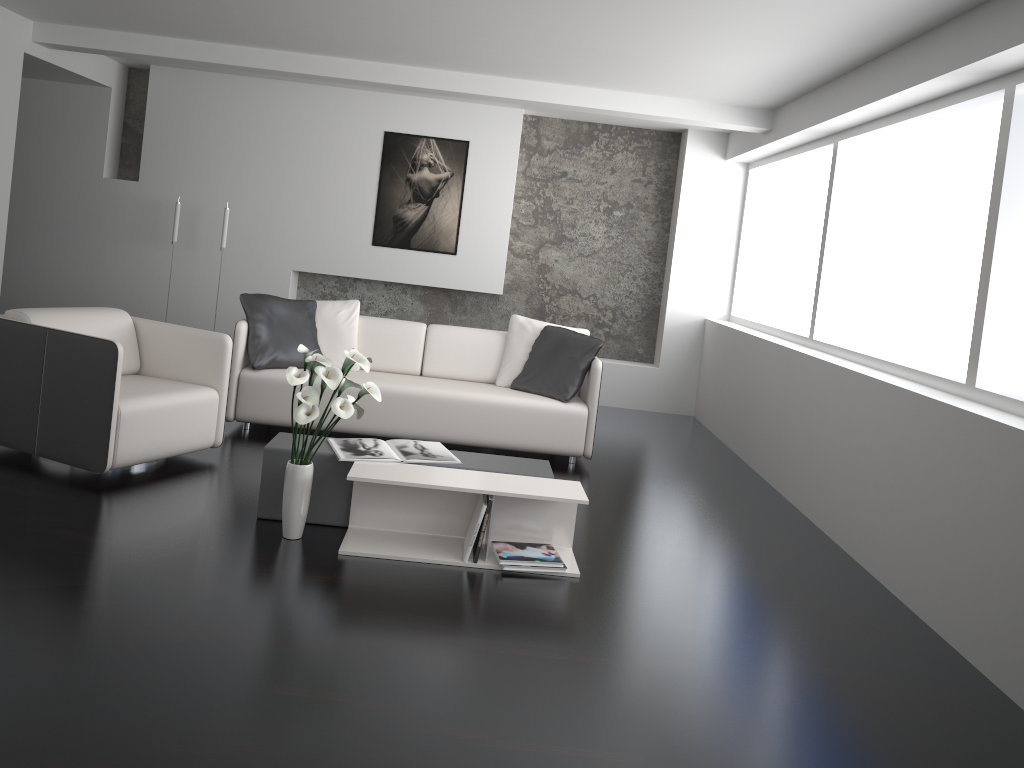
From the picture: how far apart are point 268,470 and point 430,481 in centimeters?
77cm

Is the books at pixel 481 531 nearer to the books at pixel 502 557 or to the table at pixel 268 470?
the books at pixel 502 557

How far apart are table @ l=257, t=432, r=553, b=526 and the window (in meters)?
1.82

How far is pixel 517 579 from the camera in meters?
3.6 m

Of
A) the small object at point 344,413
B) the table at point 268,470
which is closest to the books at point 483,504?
the table at point 268,470

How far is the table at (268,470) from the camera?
3.8 meters

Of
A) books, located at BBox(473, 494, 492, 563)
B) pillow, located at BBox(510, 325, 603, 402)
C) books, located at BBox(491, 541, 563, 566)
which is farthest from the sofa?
books, located at BBox(473, 494, 492, 563)

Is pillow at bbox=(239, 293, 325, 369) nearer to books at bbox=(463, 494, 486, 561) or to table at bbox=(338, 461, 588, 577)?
table at bbox=(338, 461, 588, 577)

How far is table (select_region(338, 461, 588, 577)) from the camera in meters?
3.6 m

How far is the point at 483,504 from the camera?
3.60m
